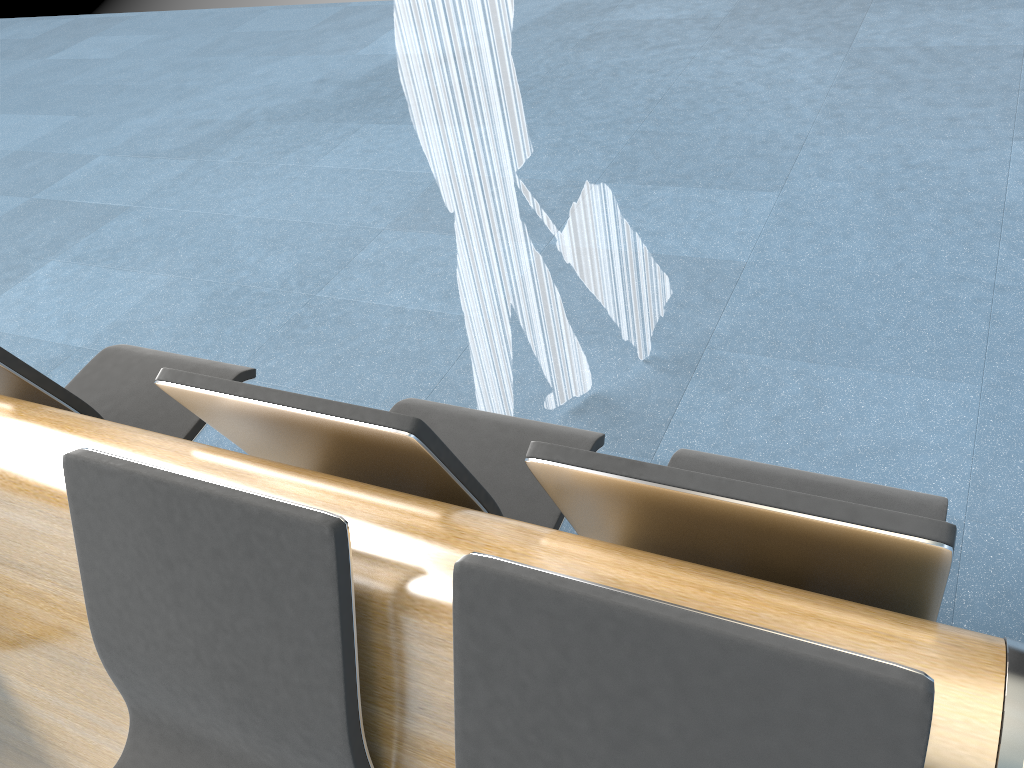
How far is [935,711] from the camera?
0.87m

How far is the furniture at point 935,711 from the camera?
0.9m

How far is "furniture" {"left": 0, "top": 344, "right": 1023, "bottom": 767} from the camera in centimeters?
87cm
